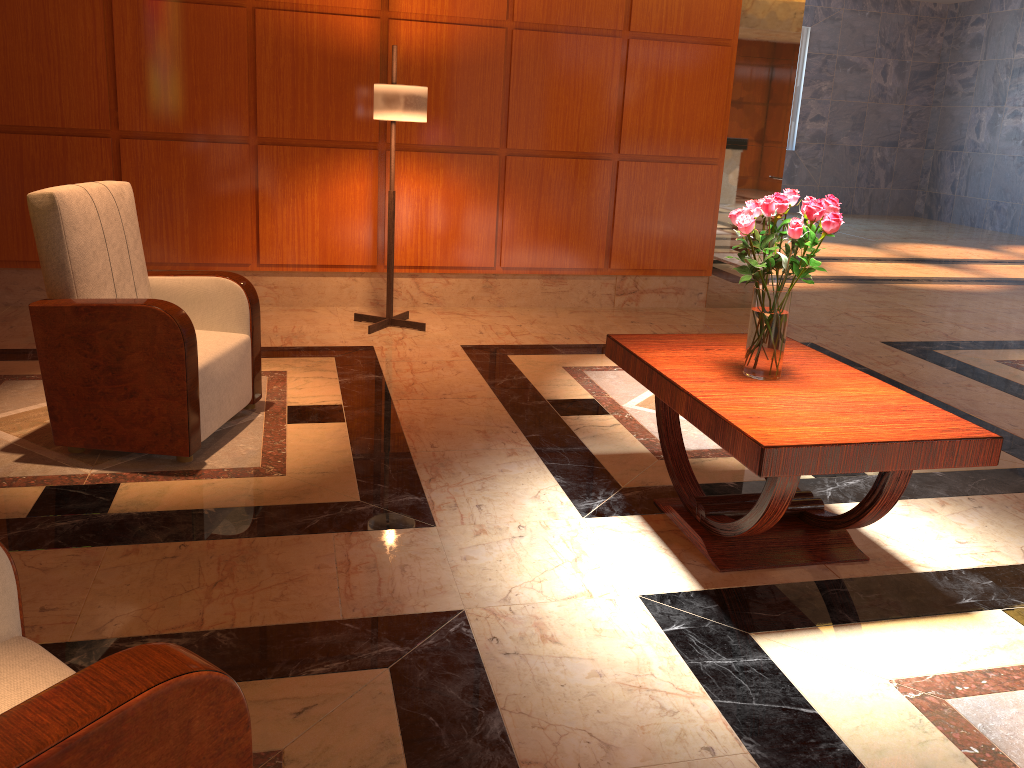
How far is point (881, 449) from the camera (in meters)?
2.31

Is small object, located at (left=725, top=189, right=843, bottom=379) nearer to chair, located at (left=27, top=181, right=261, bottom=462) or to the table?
the table

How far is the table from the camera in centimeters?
231cm

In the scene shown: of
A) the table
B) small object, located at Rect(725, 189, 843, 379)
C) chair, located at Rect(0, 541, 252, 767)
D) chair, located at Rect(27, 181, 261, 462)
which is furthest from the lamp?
chair, located at Rect(0, 541, 252, 767)

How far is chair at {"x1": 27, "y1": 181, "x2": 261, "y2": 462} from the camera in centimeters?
311cm

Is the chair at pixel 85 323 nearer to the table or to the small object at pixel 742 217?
the table

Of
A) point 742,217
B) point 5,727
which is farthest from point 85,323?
point 5,727

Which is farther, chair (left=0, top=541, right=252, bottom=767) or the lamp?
the lamp

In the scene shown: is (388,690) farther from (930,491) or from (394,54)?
(394,54)

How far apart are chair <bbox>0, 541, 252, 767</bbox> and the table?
1.4 meters
